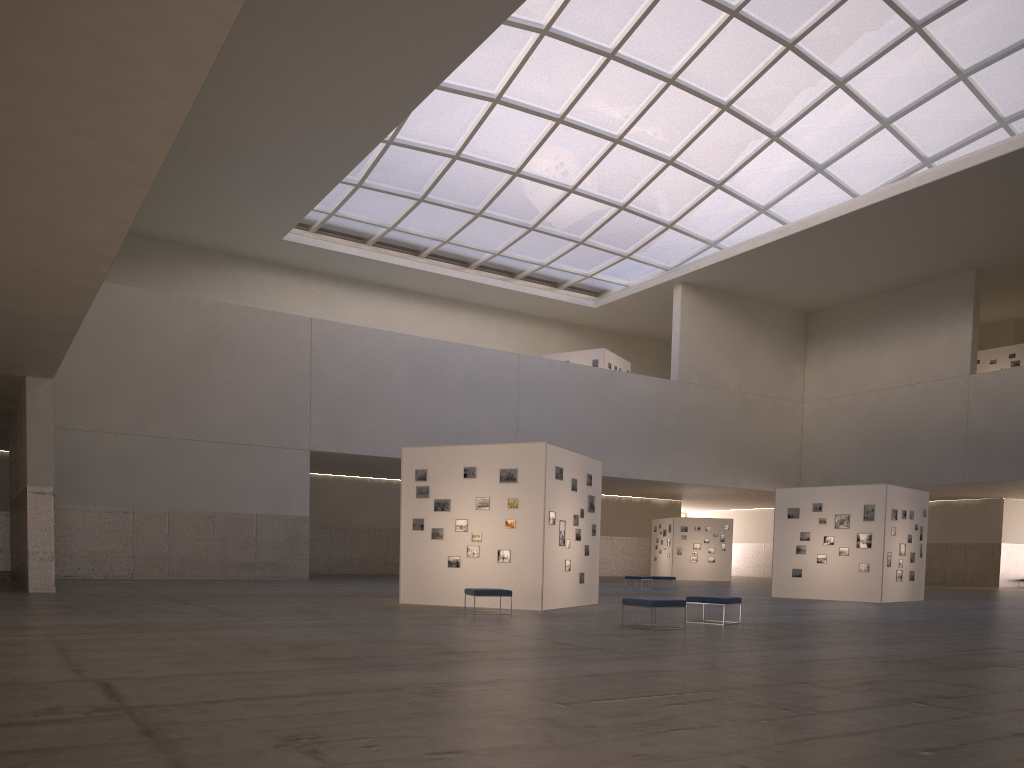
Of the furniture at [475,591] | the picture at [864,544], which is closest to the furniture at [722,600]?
the furniture at [475,591]

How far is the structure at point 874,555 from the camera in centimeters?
3287cm

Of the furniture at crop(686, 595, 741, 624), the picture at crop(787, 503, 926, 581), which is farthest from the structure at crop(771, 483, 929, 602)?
the furniture at crop(686, 595, 741, 624)

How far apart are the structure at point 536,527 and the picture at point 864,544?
12.1 meters

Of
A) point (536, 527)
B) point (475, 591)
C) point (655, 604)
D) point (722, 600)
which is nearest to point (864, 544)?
point (722, 600)

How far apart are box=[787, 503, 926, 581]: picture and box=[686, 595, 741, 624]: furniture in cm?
1538

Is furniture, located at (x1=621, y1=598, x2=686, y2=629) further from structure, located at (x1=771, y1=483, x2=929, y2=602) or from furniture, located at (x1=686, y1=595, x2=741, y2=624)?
structure, located at (x1=771, y1=483, x2=929, y2=602)

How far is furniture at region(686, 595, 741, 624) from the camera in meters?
19.6 m

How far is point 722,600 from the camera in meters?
19.6

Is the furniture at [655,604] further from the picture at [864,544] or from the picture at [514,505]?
the picture at [864,544]
